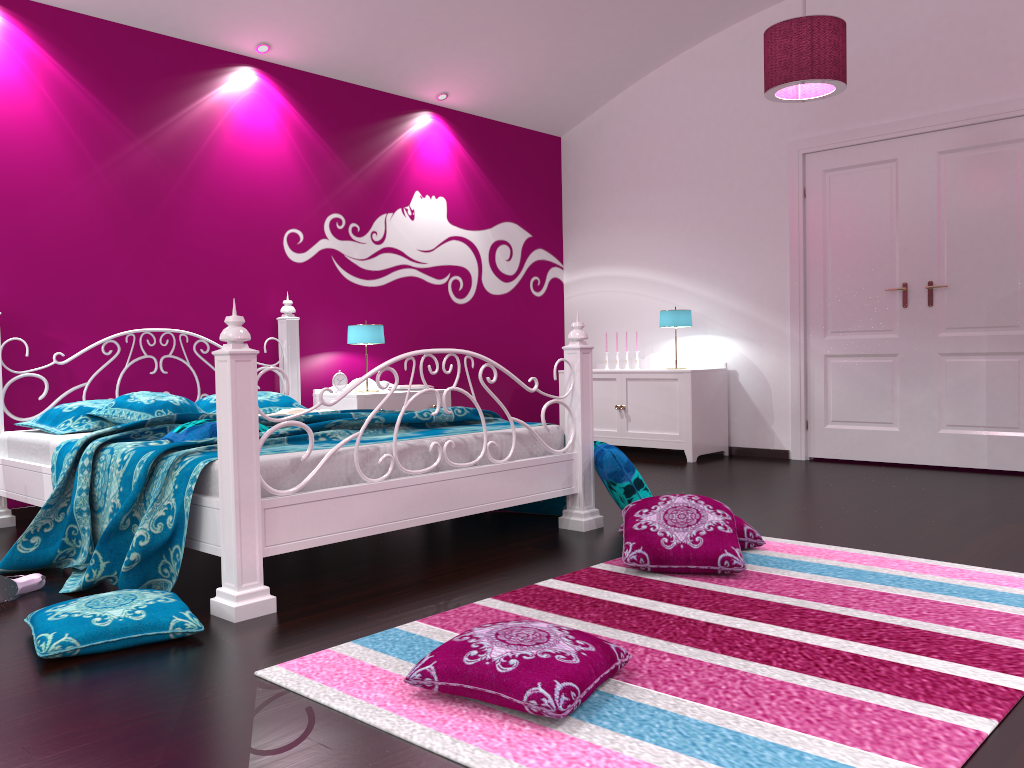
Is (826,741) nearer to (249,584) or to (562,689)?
(562,689)

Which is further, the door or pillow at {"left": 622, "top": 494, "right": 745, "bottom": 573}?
the door

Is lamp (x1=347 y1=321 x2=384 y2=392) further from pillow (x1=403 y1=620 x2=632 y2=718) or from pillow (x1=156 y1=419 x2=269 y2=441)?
pillow (x1=403 y1=620 x2=632 y2=718)

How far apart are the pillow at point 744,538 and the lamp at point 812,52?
2.1m

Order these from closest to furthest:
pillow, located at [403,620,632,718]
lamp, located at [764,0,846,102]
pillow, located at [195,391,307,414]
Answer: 1. pillow, located at [403,620,632,718]
2. lamp, located at [764,0,846,102]
3. pillow, located at [195,391,307,414]

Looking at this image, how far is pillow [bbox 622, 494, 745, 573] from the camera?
2.9 meters

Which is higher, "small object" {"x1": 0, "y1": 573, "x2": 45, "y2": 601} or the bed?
the bed

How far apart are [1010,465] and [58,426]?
5.01m

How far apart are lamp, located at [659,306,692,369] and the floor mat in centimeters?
289cm

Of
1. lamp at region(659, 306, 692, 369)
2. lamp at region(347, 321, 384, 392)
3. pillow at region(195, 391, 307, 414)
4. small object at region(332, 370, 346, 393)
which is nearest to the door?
lamp at region(659, 306, 692, 369)
